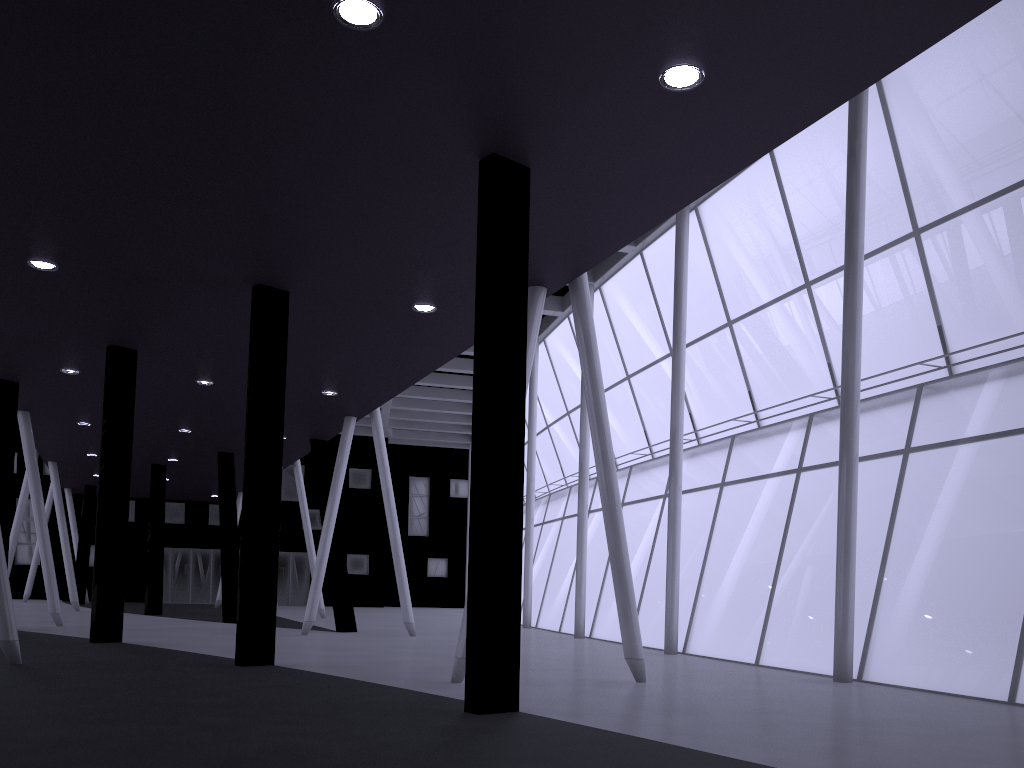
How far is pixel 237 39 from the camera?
10.7 meters
